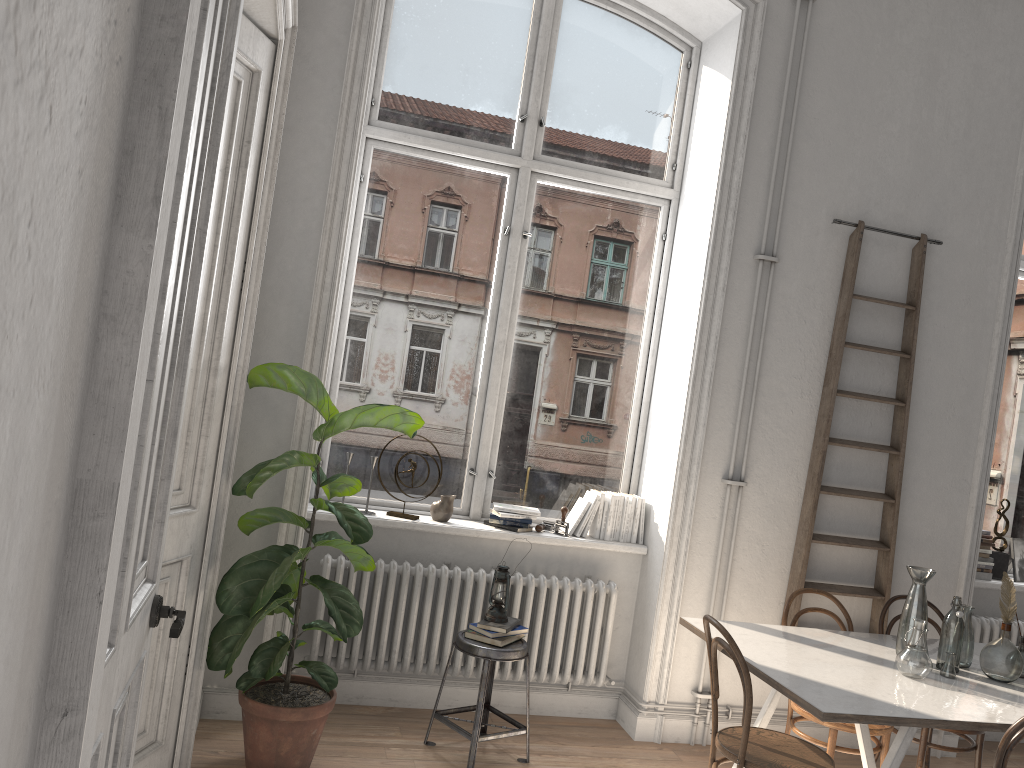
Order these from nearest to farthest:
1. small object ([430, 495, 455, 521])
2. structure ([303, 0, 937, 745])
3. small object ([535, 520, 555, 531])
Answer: structure ([303, 0, 937, 745])
small object ([430, 495, 455, 521])
small object ([535, 520, 555, 531])

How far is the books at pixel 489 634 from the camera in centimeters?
396cm

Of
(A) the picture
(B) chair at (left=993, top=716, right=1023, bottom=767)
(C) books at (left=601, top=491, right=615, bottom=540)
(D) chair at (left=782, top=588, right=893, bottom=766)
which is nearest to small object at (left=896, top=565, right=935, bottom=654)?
(D) chair at (left=782, top=588, right=893, bottom=766)

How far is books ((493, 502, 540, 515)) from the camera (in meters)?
4.57

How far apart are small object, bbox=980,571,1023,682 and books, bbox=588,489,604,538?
1.9m

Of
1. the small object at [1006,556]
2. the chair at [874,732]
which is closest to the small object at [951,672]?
the chair at [874,732]

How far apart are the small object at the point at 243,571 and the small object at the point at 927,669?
2.1 meters

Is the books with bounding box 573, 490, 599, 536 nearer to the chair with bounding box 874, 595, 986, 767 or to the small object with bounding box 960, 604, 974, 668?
the chair with bounding box 874, 595, 986, 767

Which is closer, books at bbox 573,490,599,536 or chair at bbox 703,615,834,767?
chair at bbox 703,615,834,767

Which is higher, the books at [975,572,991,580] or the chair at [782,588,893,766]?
the books at [975,572,991,580]
